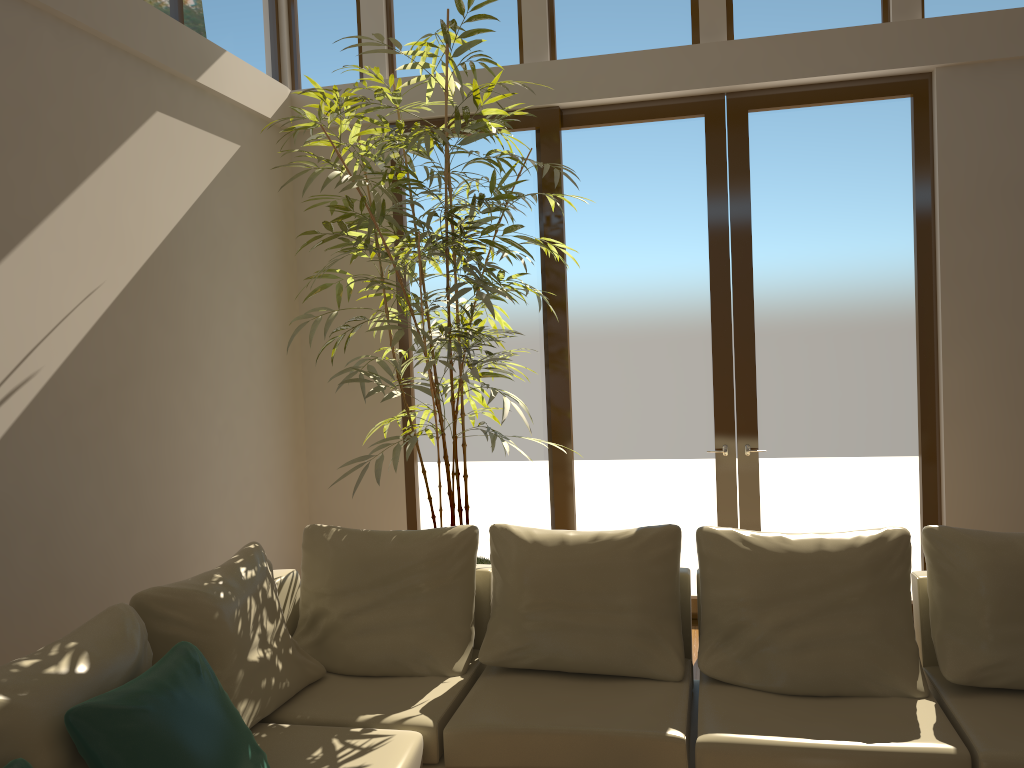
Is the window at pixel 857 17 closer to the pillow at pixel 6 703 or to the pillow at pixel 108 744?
the pillow at pixel 6 703

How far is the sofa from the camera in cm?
283

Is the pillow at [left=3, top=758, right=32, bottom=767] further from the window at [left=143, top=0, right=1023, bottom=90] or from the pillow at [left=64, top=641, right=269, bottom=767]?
the window at [left=143, top=0, right=1023, bottom=90]

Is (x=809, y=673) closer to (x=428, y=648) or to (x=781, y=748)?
(x=781, y=748)

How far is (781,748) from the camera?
2.8 meters

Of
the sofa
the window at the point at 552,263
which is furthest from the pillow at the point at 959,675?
the window at the point at 552,263

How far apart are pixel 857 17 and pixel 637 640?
3.7 meters

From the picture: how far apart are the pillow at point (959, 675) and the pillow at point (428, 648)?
1.79m

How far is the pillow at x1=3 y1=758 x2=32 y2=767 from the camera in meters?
2.1

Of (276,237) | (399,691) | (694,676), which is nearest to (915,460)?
(694,676)
